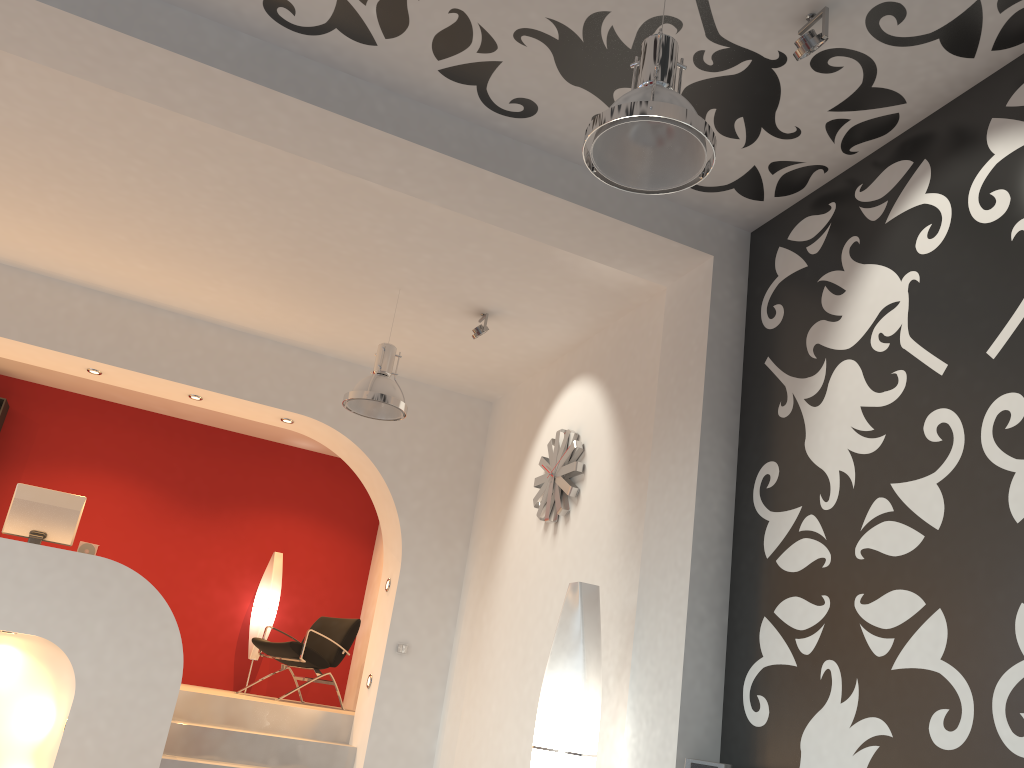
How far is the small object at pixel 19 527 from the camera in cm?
617

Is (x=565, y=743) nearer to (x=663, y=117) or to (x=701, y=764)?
(x=701, y=764)

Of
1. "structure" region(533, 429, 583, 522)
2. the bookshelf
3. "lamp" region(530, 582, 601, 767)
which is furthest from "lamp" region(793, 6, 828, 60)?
the bookshelf

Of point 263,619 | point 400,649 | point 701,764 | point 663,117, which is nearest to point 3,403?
point 263,619

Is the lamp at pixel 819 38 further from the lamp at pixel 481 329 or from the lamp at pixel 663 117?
the lamp at pixel 481 329

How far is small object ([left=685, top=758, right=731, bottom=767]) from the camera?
3.2m

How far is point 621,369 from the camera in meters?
5.2 m

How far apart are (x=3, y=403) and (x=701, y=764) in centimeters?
744cm

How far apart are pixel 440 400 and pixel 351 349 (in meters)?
0.87

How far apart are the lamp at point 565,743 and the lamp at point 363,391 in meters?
1.6 m
